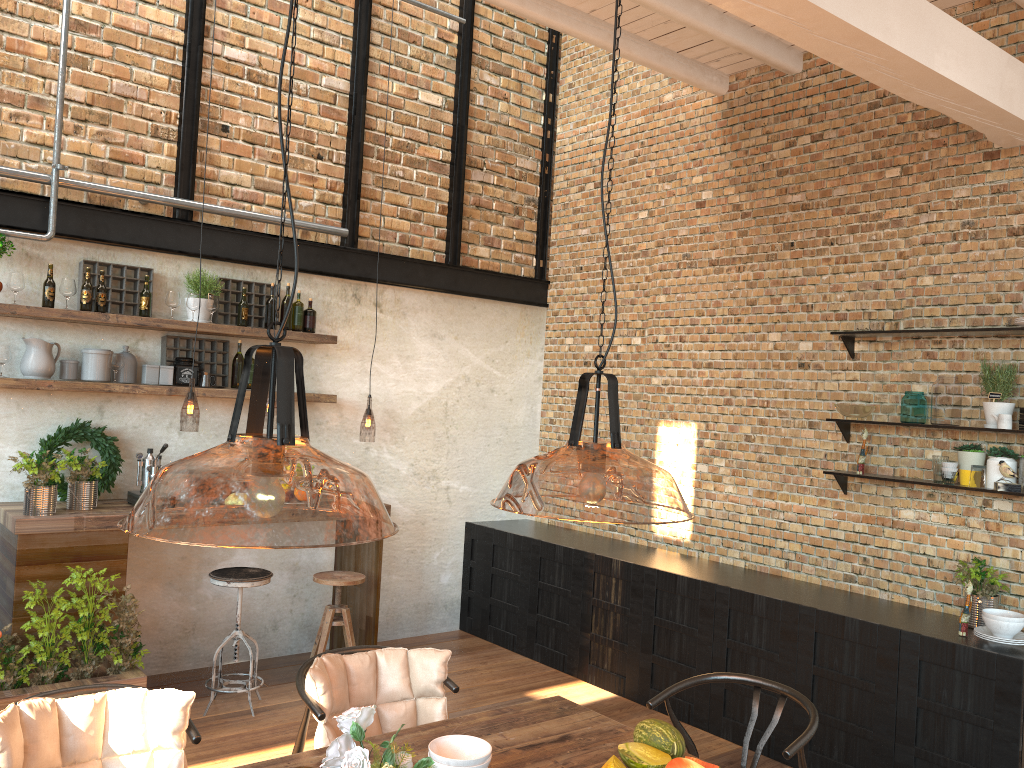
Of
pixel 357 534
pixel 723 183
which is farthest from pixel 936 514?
pixel 357 534

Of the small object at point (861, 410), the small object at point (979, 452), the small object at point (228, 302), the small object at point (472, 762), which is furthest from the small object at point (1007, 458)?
the small object at point (228, 302)

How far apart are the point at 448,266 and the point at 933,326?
3.36m

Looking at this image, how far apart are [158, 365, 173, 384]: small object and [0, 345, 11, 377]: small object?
0.8 meters

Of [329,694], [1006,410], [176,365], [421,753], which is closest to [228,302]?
[176,365]

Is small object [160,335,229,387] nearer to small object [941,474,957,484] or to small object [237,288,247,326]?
small object [237,288,247,326]

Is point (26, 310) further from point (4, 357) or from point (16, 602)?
point (16, 602)

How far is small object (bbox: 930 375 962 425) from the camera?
4.6 meters

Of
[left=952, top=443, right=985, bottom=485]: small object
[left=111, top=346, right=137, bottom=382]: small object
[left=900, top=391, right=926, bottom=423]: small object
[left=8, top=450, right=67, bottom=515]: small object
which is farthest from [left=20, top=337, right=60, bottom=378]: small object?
[left=952, top=443, right=985, bottom=485]: small object

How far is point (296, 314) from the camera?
5.7m
